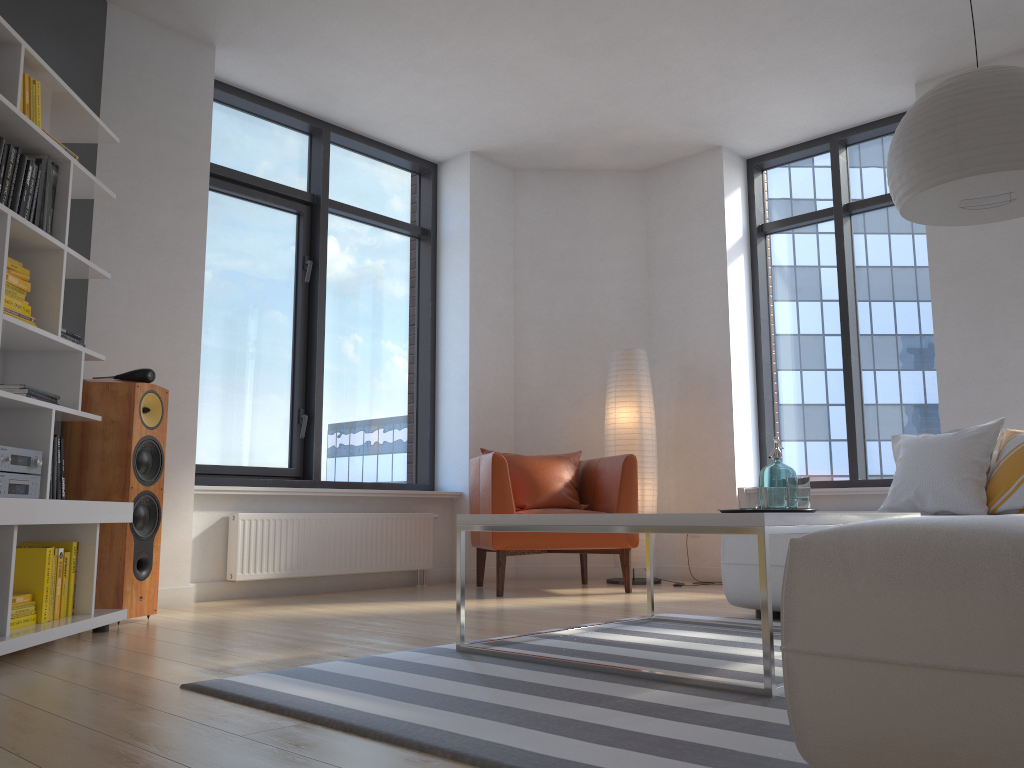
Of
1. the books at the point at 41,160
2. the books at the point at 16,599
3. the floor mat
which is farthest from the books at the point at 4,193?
the floor mat

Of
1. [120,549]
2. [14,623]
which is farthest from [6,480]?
[120,549]

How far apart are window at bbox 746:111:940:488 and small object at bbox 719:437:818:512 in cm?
286

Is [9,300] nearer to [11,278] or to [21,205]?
[11,278]

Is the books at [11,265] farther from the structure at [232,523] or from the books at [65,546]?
the structure at [232,523]

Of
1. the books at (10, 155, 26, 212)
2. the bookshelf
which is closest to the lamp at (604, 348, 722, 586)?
the bookshelf

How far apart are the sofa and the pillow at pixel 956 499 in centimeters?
69cm

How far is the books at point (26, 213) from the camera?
3.1 meters

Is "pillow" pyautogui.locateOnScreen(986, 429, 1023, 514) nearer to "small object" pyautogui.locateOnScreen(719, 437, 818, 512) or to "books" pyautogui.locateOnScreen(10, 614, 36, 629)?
"small object" pyautogui.locateOnScreen(719, 437, 818, 512)

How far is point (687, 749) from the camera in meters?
1.6
